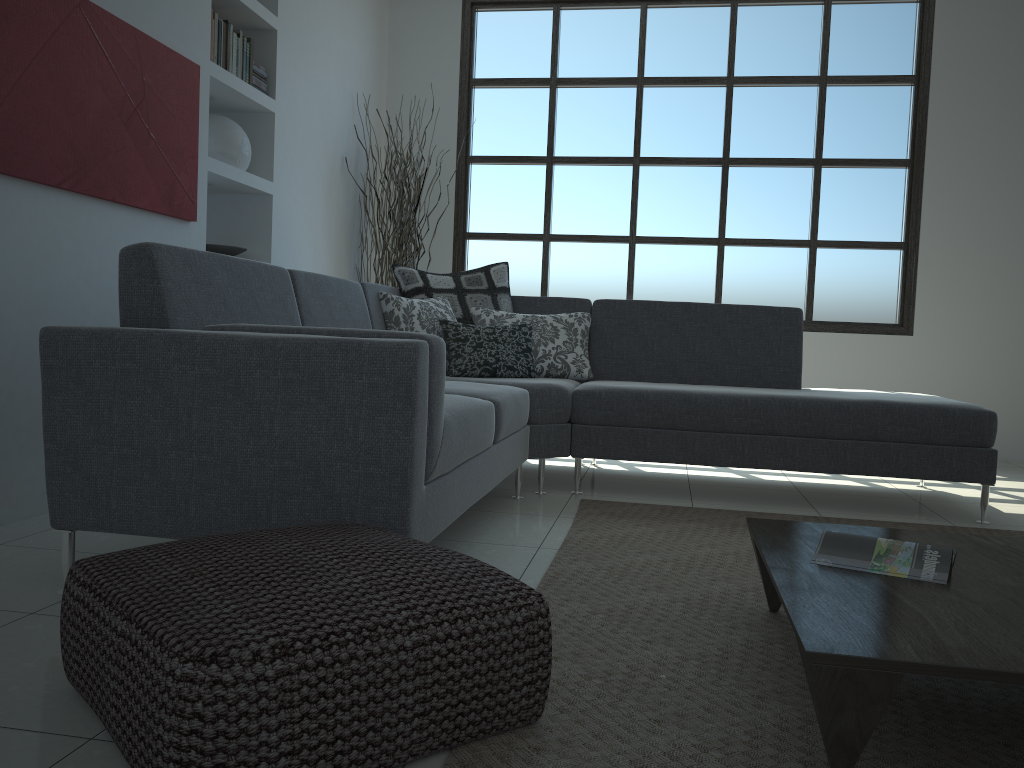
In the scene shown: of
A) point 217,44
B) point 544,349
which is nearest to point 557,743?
point 544,349

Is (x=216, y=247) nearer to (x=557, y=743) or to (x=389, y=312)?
(x=389, y=312)

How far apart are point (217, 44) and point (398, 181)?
1.7m

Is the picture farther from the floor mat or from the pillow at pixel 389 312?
the floor mat

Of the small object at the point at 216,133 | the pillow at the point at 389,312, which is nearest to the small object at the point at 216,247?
the small object at the point at 216,133

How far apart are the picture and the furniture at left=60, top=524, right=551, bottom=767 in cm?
166

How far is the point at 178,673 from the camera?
1.2m

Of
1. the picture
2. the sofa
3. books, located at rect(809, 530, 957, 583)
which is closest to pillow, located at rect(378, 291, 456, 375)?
the sofa

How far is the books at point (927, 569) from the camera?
1.8 meters

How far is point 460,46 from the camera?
6.1 meters
